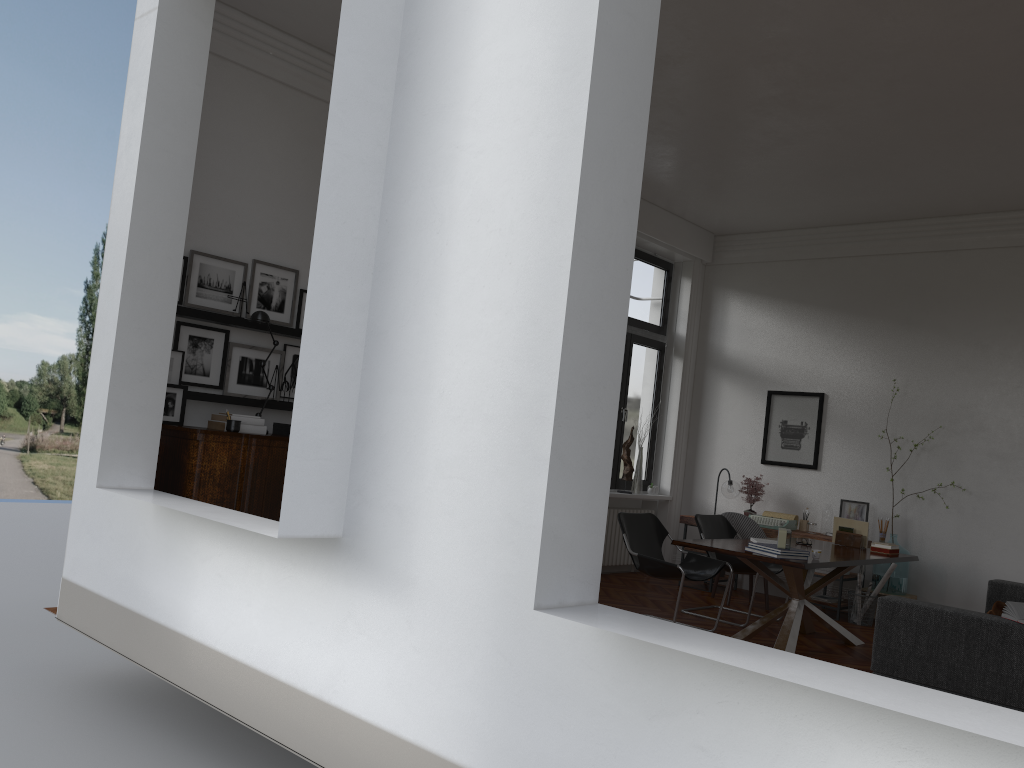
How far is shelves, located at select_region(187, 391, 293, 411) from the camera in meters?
5.7

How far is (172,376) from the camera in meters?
5.7 m

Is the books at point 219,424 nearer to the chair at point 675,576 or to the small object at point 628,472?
the chair at point 675,576

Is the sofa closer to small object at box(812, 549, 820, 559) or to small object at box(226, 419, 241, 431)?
small object at box(812, 549, 820, 559)

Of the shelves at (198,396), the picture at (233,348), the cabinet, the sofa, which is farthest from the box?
the sofa

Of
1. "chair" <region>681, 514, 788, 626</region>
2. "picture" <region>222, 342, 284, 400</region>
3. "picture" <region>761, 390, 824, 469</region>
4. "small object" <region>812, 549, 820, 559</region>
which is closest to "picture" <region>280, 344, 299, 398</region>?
"picture" <region>222, 342, 284, 400</region>

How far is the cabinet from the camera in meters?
5.2

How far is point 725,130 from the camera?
7.1m

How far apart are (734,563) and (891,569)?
1.71m

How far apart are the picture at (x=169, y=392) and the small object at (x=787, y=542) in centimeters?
401cm
